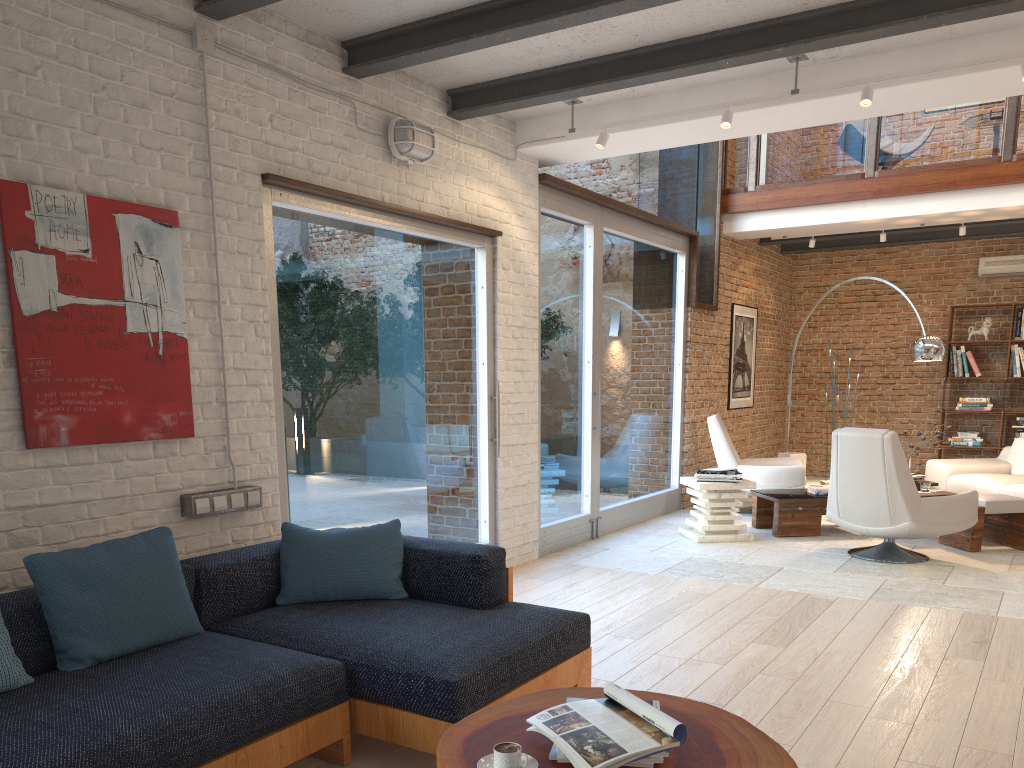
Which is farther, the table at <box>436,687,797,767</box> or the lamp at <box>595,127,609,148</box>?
the lamp at <box>595,127,609,148</box>

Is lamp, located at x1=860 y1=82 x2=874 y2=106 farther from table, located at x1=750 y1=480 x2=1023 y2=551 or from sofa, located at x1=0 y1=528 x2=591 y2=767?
table, located at x1=750 y1=480 x2=1023 y2=551

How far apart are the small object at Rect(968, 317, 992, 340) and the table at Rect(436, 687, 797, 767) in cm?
985

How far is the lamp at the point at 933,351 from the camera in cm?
798

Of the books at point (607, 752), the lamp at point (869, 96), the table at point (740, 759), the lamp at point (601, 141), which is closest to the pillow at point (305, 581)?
the table at point (740, 759)

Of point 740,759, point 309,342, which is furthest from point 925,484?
point 740,759

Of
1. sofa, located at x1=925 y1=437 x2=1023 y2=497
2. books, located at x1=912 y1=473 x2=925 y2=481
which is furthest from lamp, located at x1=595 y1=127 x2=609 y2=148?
sofa, located at x1=925 y1=437 x2=1023 y2=497

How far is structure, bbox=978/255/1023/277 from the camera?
10.5m

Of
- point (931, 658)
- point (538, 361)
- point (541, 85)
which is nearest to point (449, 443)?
point (538, 361)

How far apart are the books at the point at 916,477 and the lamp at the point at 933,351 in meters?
1.1
